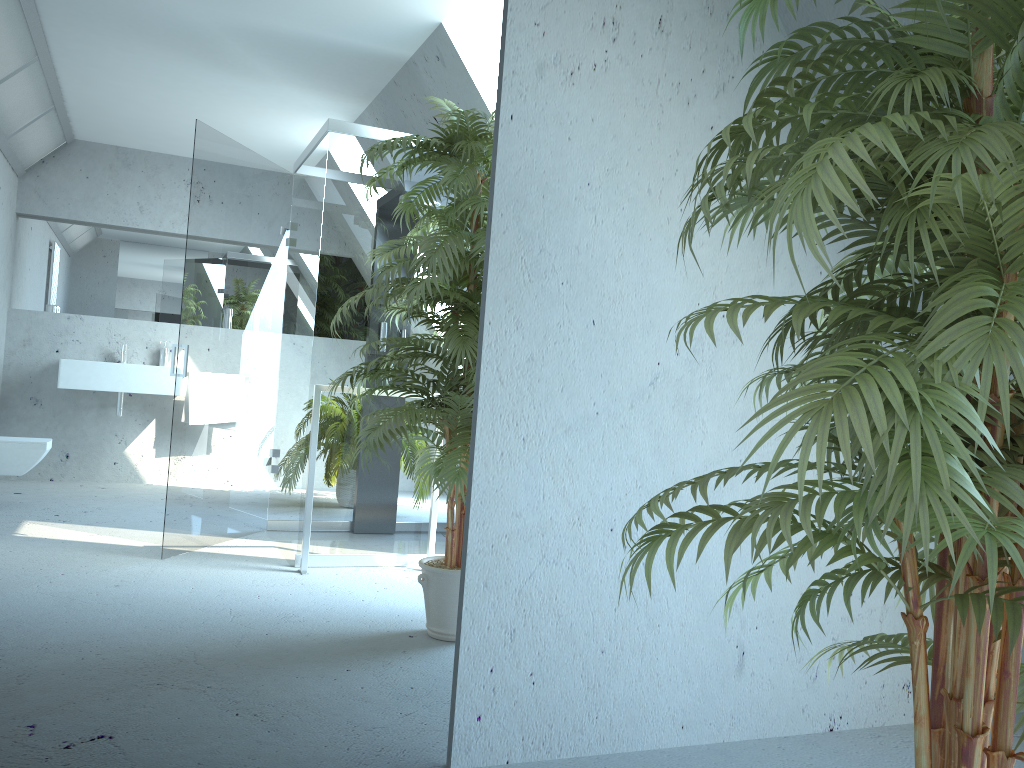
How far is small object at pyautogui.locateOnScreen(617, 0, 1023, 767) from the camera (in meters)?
0.93

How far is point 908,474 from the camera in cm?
93

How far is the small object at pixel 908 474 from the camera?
0.9m

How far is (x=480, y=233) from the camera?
2.09m
